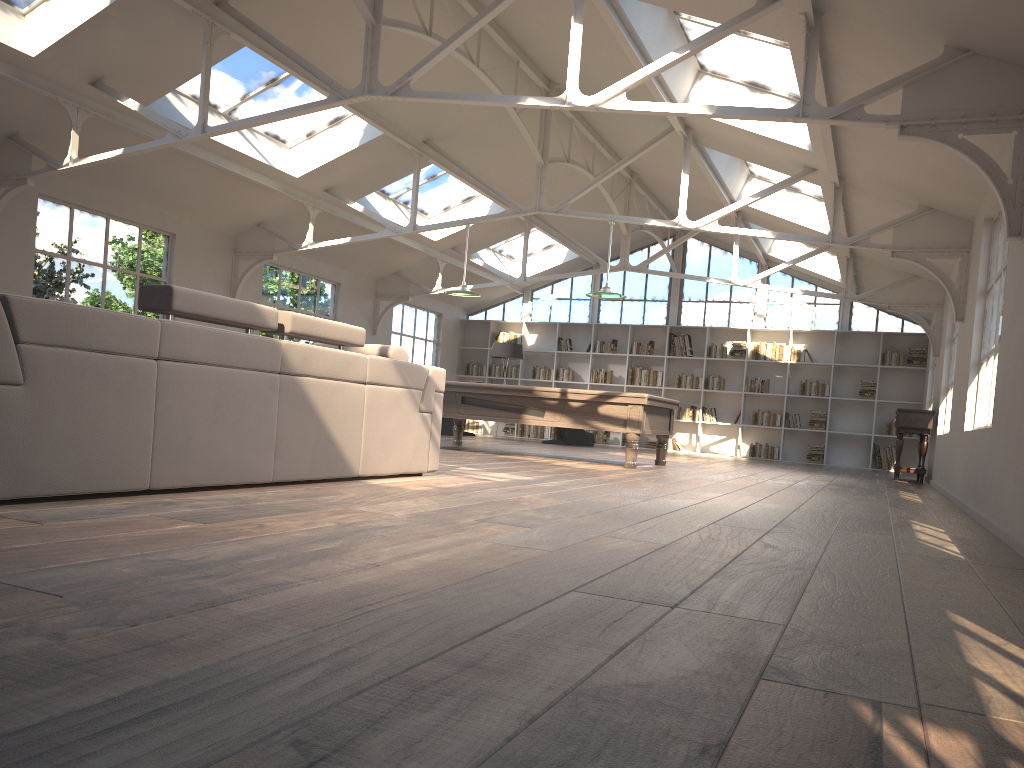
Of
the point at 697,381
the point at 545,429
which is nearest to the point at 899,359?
the point at 697,381

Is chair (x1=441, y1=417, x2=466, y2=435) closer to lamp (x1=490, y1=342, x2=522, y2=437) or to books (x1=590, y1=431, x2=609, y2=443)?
lamp (x1=490, y1=342, x2=522, y2=437)

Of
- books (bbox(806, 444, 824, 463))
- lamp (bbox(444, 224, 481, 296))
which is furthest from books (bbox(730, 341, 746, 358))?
lamp (bbox(444, 224, 481, 296))

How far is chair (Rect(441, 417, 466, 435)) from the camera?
15.3 meters

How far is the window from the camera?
16.03m

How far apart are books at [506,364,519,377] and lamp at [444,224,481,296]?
7.25m

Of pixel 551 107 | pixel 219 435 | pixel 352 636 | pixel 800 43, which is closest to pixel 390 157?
pixel 551 107

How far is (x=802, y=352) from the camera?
15.8 meters

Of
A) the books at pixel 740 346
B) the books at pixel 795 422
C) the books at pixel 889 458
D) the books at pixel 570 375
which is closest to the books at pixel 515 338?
the books at pixel 570 375

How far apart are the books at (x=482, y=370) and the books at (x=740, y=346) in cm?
501
